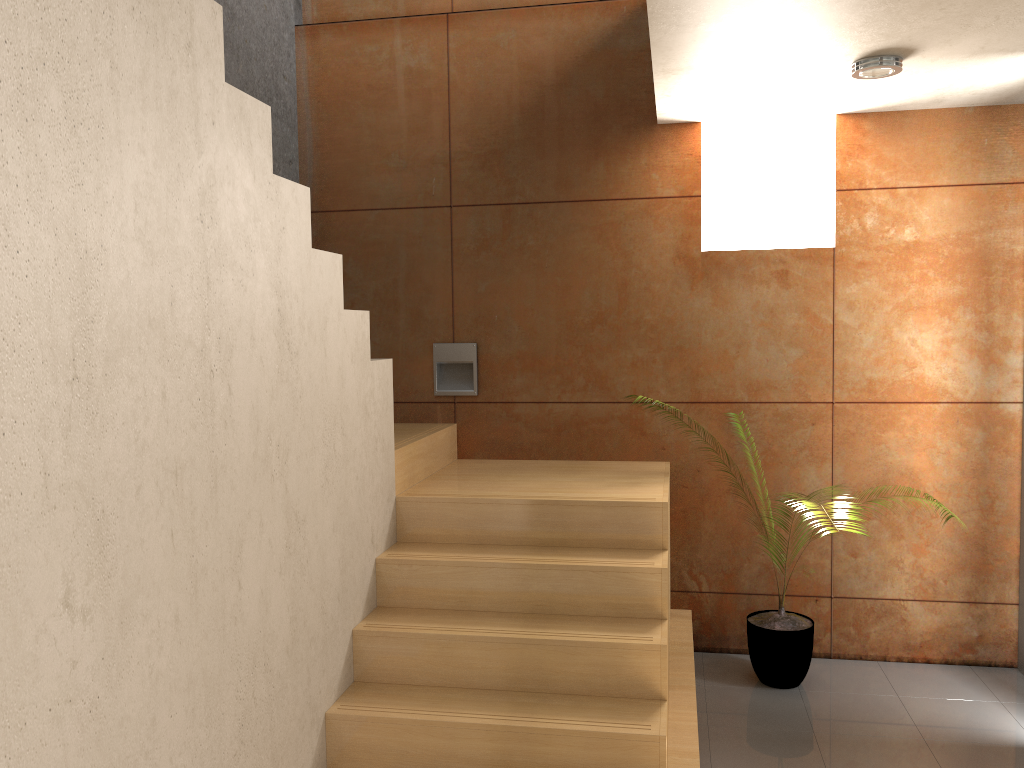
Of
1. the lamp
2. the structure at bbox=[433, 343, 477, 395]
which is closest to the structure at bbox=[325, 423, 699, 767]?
the structure at bbox=[433, 343, 477, 395]

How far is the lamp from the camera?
3.2 meters

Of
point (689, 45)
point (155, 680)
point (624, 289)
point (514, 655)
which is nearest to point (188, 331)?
point (155, 680)

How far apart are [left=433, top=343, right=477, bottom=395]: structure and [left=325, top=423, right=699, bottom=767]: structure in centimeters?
19cm

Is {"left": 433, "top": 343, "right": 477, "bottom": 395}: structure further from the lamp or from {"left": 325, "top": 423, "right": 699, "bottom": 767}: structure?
the lamp

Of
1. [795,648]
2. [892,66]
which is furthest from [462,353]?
[892,66]

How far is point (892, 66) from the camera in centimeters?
316cm

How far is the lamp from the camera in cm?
316

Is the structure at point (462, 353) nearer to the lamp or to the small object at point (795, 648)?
the small object at point (795, 648)

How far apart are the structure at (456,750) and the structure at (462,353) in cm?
19
